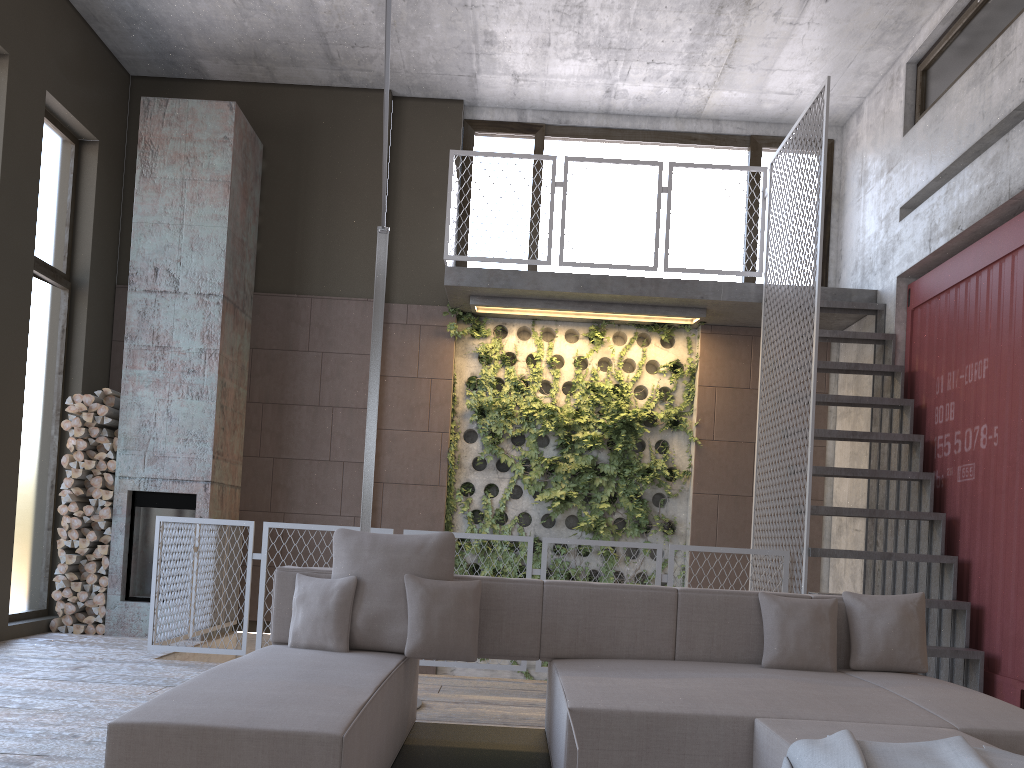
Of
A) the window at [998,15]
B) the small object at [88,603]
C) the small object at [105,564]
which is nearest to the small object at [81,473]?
the small object at [105,564]

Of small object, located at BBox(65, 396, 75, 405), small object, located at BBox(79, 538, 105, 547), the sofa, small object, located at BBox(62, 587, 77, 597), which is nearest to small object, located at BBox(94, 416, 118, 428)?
small object, located at BBox(65, 396, 75, 405)

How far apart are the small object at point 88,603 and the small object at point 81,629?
0.2 meters

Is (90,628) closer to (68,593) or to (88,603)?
(88,603)

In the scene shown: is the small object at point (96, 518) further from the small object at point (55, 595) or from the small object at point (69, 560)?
the small object at point (55, 595)

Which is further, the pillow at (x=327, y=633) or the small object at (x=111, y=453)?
the small object at (x=111, y=453)

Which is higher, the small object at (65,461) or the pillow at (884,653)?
the small object at (65,461)

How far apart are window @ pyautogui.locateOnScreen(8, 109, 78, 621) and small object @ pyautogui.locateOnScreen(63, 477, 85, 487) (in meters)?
0.29

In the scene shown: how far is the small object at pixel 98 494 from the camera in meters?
7.3

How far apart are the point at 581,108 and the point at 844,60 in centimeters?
249cm
